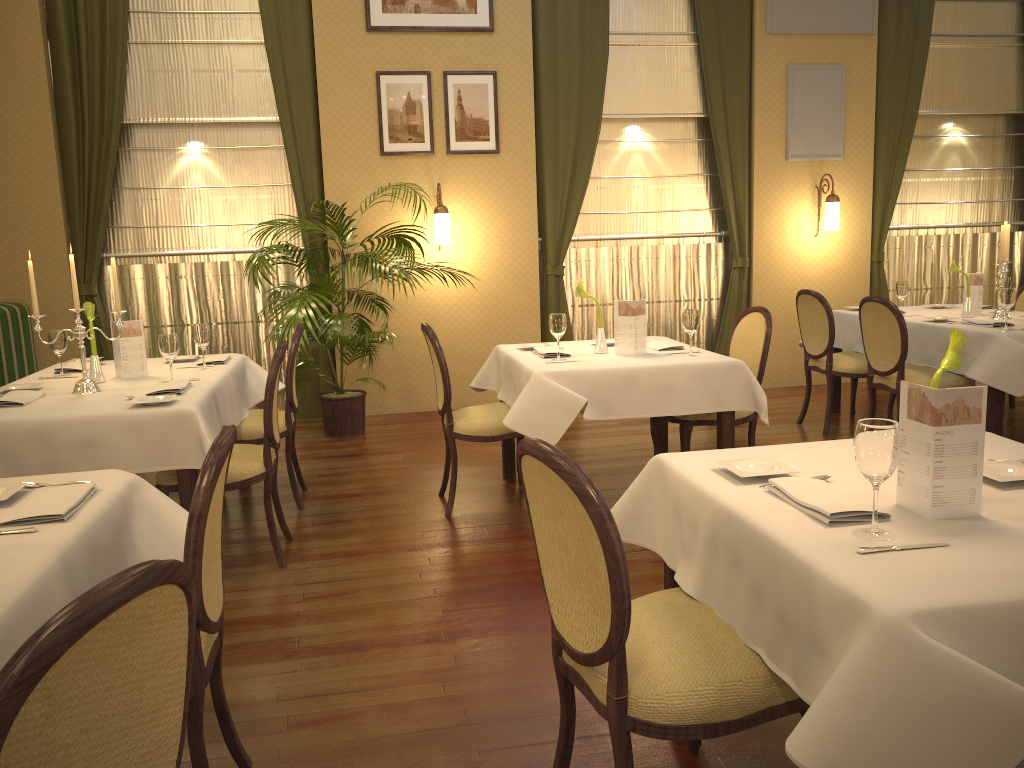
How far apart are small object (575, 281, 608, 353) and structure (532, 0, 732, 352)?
2.9 meters

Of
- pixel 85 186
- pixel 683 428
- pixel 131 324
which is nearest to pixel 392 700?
pixel 683 428

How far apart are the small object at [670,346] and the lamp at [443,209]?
2.44m

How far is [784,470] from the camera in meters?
2.2

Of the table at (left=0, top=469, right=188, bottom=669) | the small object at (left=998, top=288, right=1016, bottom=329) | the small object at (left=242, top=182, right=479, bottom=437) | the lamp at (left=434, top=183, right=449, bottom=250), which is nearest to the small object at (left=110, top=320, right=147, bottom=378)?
the small object at (left=242, top=182, right=479, bottom=437)

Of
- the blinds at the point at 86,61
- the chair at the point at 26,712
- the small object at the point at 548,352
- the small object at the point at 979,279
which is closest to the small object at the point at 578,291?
the small object at the point at 548,352

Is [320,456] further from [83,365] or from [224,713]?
[224,713]

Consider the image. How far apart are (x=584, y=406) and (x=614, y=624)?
2.3 meters

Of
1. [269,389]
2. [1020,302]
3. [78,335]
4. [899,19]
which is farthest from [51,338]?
[899,19]

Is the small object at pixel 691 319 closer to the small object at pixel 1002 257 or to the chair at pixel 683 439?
the chair at pixel 683 439
